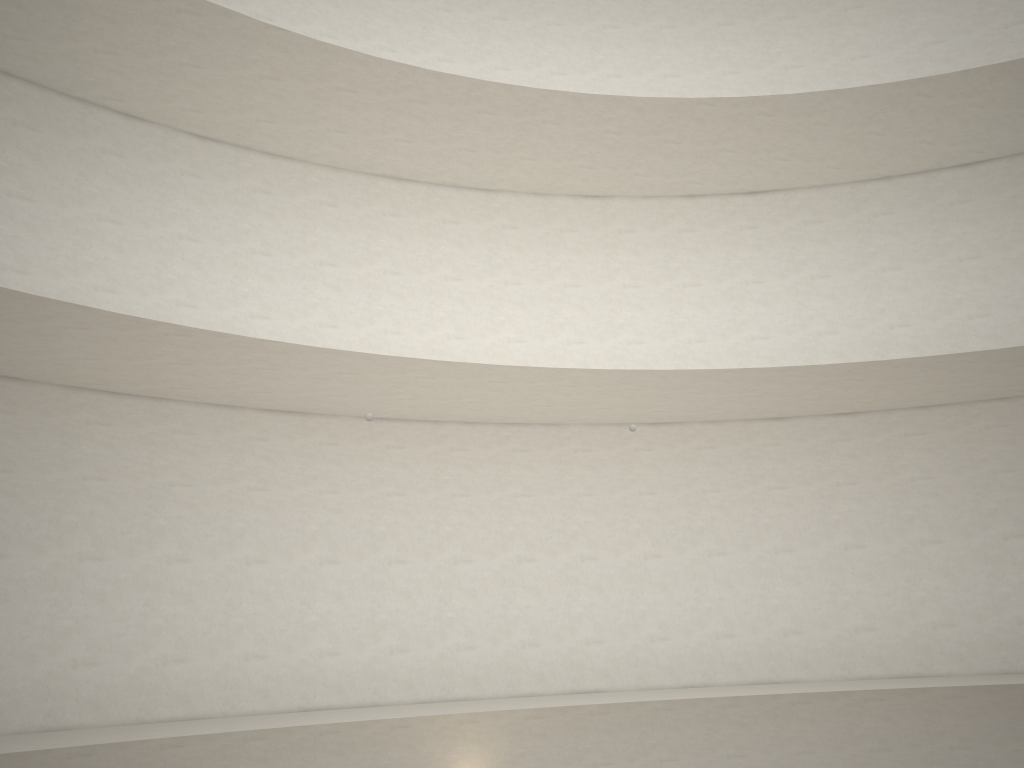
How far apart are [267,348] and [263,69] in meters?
4.2
